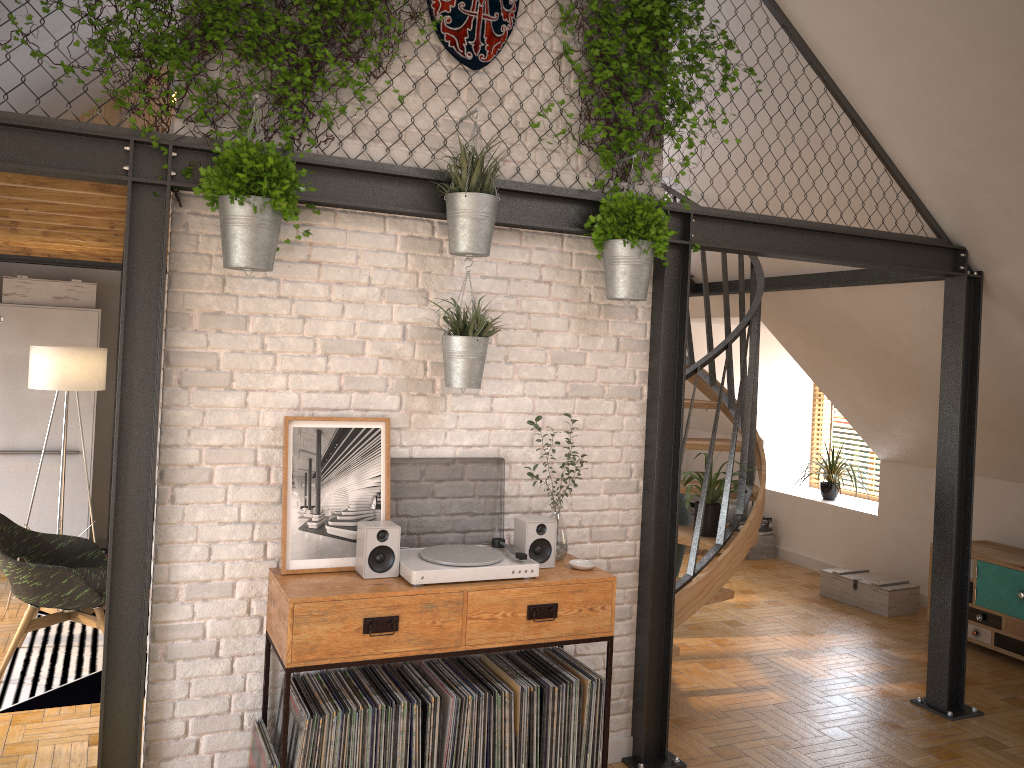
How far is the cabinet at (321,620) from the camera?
3.03m

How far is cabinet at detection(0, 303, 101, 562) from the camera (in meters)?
6.65

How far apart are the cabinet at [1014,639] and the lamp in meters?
5.9

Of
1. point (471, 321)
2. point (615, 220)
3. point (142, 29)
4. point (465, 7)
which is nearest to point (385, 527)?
point (471, 321)

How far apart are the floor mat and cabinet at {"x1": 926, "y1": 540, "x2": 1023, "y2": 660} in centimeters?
533cm

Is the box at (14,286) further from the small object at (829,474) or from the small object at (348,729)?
the small object at (829,474)

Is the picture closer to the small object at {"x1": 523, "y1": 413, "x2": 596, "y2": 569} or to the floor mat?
the small object at {"x1": 523, "y1": 413, "x2": 596, "y2": 569}

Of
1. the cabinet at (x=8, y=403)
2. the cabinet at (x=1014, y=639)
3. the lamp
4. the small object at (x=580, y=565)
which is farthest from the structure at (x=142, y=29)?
the cabinet at (x=1014, y=639)

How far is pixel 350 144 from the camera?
3.4 meters

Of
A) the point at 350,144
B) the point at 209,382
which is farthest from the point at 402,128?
the point at 209,382
